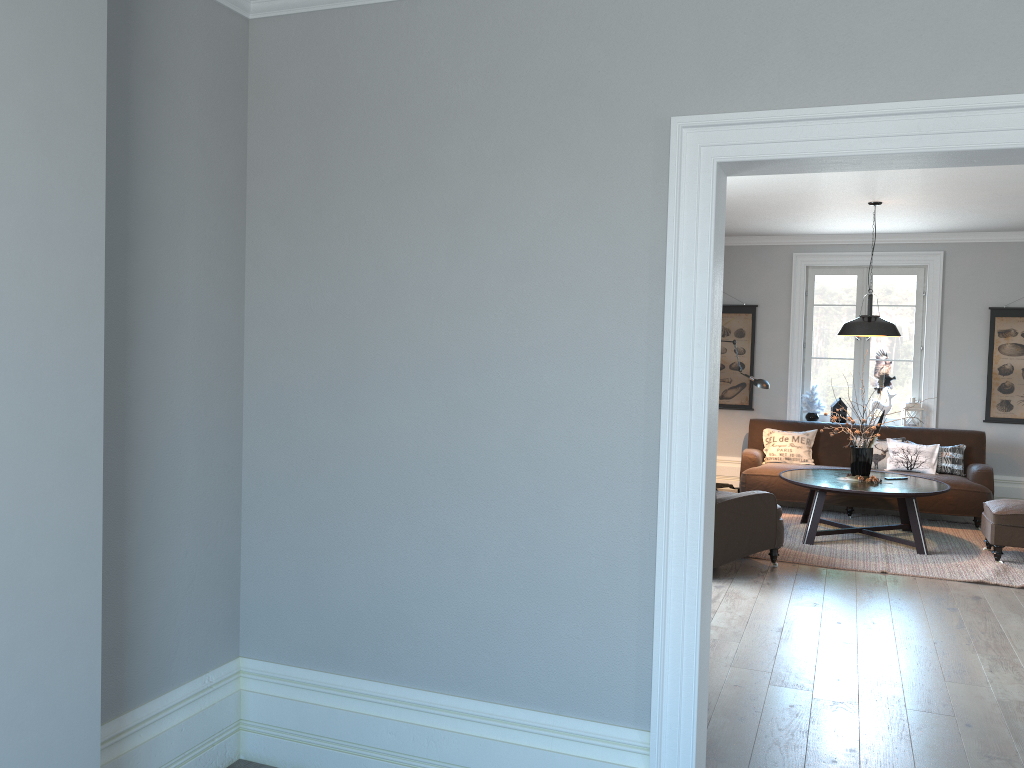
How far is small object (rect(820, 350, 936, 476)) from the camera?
7.2 meters

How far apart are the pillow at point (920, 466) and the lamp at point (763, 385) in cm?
137

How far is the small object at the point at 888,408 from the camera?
8.9 meters

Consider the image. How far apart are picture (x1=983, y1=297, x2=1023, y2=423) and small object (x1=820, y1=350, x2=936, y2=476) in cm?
234

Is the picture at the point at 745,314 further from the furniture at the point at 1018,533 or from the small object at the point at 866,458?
the furniture at the point at 1018,533

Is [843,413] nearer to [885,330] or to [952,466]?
[952,466]

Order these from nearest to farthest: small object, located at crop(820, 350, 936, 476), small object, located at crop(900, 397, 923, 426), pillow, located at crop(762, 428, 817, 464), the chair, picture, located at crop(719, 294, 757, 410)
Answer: the chair
small object, located at crop(820, 350, 936, 476)
pillow, located at crop(762, 428, 817, 464)
small object, located at crop(900, 397, 923, 426)
picture, located at crop(719, 294, 757, 410)

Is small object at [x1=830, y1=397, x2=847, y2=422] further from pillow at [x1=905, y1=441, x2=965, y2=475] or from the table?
the table

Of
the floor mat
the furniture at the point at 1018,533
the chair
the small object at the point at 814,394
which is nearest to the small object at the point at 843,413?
the small object at the point at 814,394

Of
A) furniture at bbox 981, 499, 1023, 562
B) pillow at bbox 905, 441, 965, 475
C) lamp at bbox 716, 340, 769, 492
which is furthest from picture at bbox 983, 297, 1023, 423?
lamp at bbox 716, 340, 769, 492
